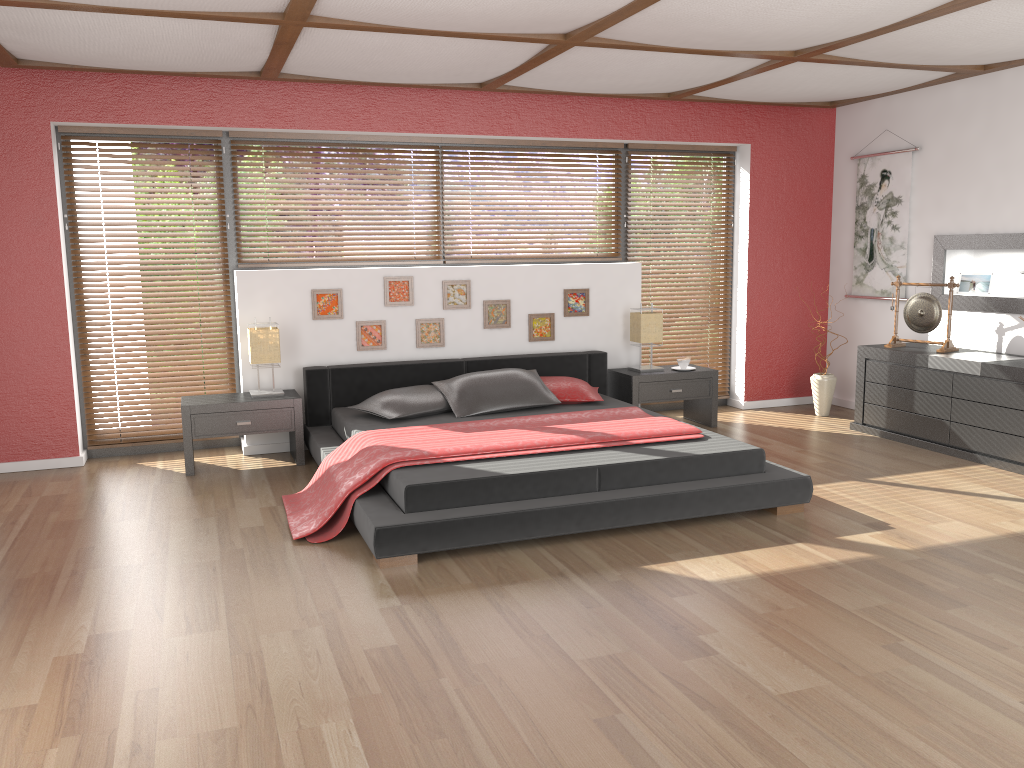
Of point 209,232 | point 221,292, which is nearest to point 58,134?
point 209,232

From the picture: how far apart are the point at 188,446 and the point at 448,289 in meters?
2.0 m

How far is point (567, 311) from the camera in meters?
6.5

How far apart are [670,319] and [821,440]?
1.6m

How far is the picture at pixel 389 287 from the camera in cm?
600

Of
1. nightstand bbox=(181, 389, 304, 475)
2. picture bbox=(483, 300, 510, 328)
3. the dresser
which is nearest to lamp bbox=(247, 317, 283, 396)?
nightstand bbox=(181, 389, 304, 475)

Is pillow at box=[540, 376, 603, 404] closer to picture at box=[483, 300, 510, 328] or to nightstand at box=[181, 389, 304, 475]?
picture at box=[483, 300, 510, 328]

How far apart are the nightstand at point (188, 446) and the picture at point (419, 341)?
0.9 meters

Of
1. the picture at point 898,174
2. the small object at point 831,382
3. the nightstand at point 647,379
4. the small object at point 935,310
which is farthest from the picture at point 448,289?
the picture at point 898,174

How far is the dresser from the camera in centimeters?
517cm
